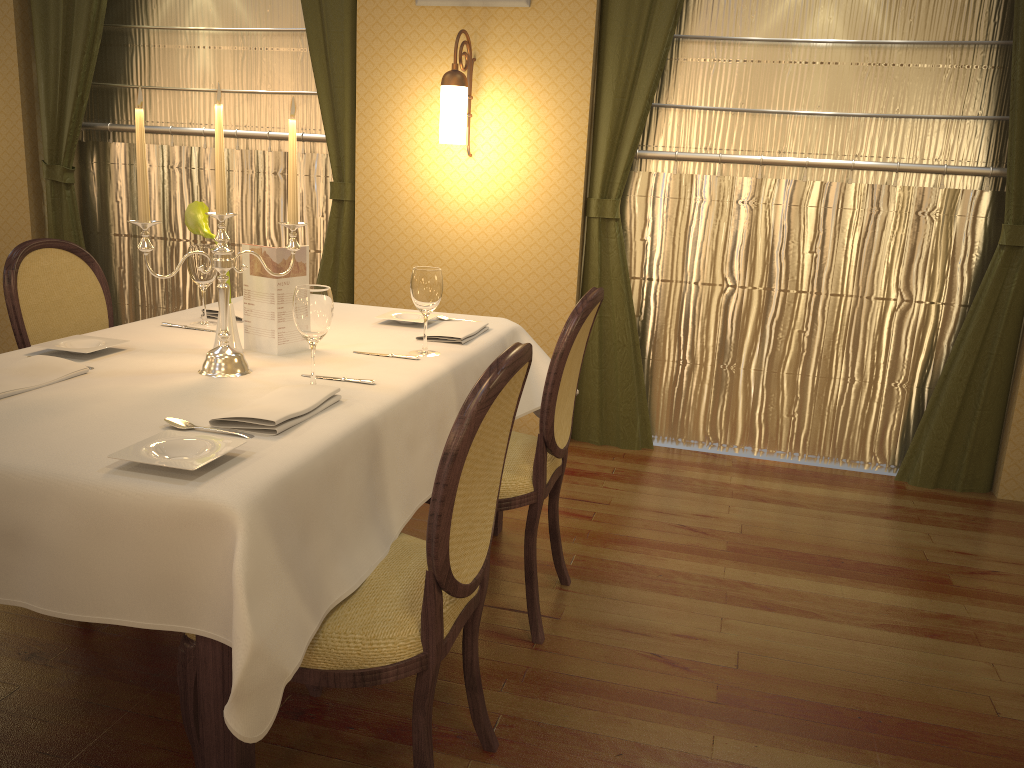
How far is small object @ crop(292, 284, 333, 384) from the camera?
1.9 meters

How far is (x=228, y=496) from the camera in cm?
135

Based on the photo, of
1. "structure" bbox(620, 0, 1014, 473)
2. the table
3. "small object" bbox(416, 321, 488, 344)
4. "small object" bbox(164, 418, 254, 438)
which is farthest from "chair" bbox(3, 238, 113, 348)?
"structure" bbox(620, 0, 1014, 473)

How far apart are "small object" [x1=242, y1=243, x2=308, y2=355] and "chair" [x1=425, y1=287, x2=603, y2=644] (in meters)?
0.62

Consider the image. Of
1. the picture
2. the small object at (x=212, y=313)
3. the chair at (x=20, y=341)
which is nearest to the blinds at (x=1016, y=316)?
the picture

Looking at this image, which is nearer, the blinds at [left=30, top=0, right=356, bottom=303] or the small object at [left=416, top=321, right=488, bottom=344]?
the small object at [left=416, top=321, right=488, bottom=344]

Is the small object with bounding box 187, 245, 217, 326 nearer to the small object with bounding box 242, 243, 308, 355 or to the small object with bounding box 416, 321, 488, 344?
the small object with bounding box 242, 243, 308, 355

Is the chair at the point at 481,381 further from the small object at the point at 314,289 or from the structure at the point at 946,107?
the structure at the point at 946,107

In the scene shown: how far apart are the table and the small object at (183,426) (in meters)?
0.03

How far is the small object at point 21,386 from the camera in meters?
1.8
